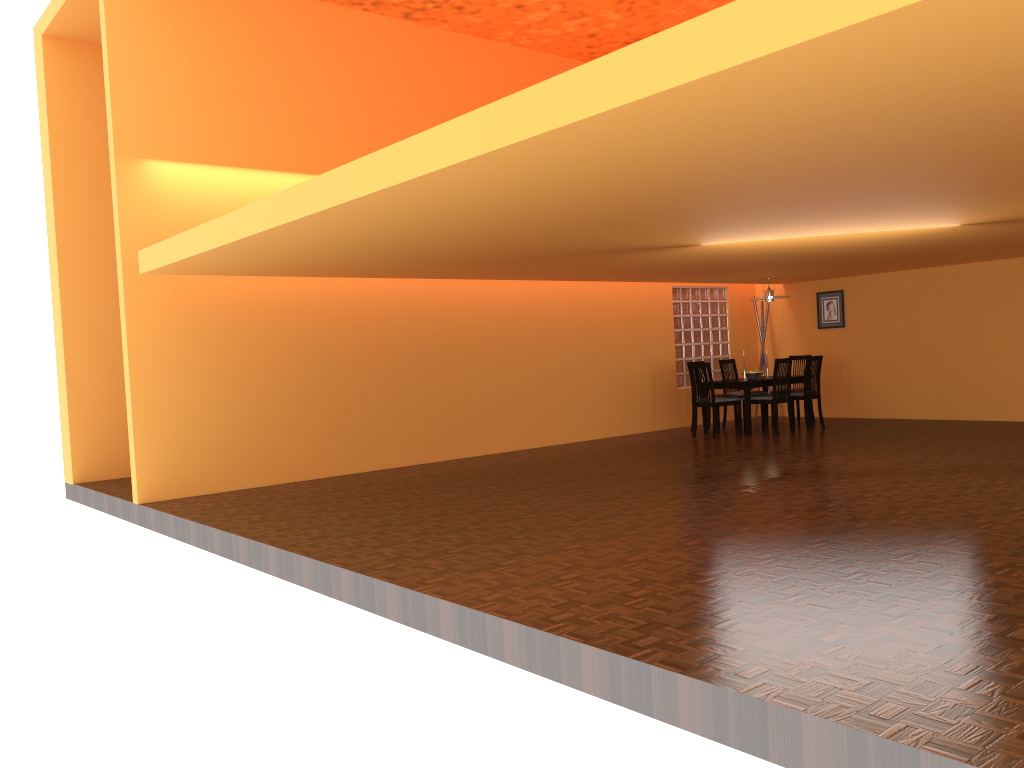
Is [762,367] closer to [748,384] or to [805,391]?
[805,391]

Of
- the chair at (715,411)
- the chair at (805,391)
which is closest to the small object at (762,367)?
the chair at (805,391)

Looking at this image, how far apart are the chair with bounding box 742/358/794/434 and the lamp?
0.94m

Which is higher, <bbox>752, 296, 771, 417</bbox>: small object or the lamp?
the lamp

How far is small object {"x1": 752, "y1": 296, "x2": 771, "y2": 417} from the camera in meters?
11.4

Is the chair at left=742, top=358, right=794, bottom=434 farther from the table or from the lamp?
the lamp

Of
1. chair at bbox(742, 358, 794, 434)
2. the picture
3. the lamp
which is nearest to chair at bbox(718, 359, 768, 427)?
chair at bbox(742, 358, 794, 434)

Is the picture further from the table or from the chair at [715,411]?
the chair at [715,411]

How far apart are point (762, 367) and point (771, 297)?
1.7 meters

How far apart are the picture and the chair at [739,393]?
1.4 meters
